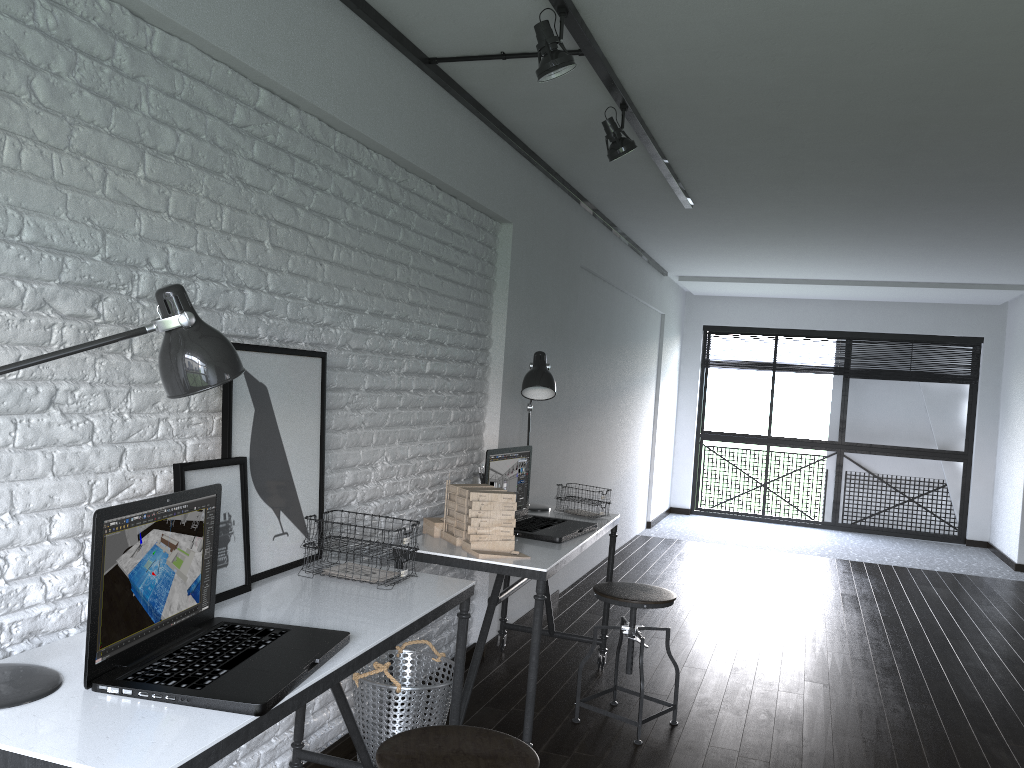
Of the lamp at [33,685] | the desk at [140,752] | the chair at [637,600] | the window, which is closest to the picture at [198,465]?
the desk at [140,752]

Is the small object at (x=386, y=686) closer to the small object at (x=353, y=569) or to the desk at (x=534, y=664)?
the desk at (x=534, y=664)

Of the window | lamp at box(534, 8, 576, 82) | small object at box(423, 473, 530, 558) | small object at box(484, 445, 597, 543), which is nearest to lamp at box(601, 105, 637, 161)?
lamp at box(534, 8, 576, 82)

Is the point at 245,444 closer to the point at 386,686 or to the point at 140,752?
the point at 386,686

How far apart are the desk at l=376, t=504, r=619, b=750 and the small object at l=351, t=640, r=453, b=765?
0.1m

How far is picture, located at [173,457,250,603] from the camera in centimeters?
202cm

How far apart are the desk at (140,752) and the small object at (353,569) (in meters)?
0.02

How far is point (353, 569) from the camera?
2.36m

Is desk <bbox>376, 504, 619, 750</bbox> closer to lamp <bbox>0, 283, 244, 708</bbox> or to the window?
lamp <bbox>0, 283, 244, 708</bbox>

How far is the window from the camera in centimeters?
873cm
